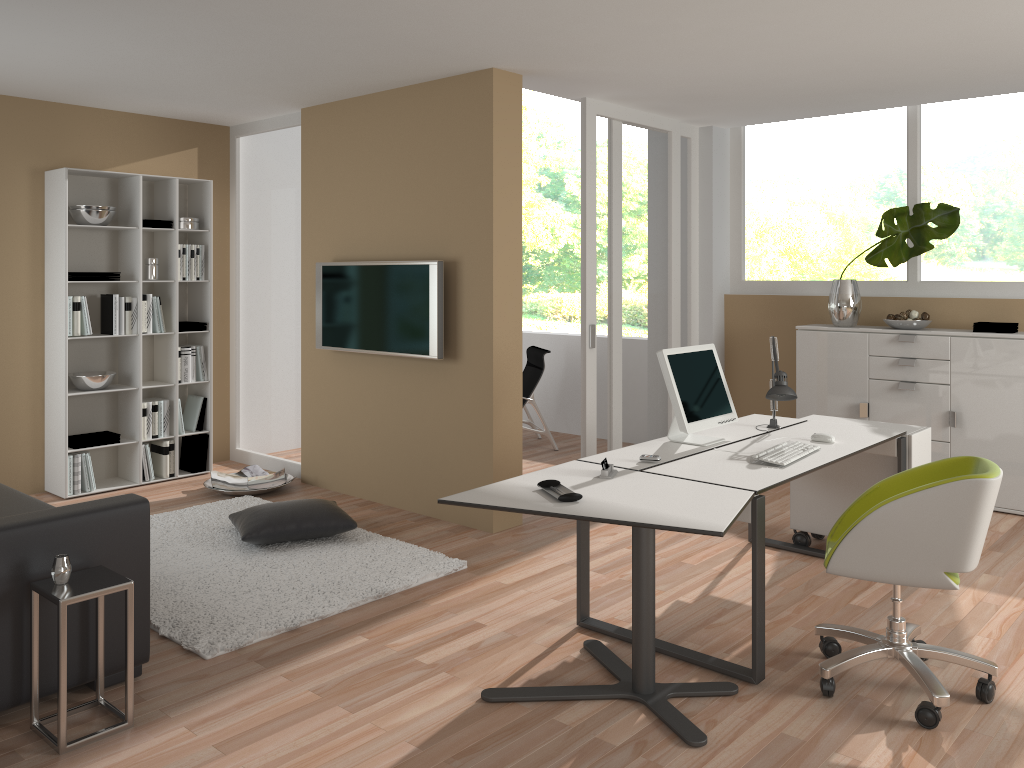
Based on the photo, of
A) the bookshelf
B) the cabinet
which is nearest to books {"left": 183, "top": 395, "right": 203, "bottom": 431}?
the bookshelf

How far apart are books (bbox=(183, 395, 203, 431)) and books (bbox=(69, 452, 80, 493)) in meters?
0.9 m

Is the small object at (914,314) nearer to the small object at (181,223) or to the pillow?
the pillow

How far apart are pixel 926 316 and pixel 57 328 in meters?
5.7

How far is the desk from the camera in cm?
323

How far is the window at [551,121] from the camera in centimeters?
1448cm

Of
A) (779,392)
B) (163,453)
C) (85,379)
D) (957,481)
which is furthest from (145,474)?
(957,481)

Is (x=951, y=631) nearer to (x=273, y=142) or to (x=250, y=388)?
(x=250, y=388)

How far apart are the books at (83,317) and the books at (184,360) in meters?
0.7 m

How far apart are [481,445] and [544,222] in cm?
1007
